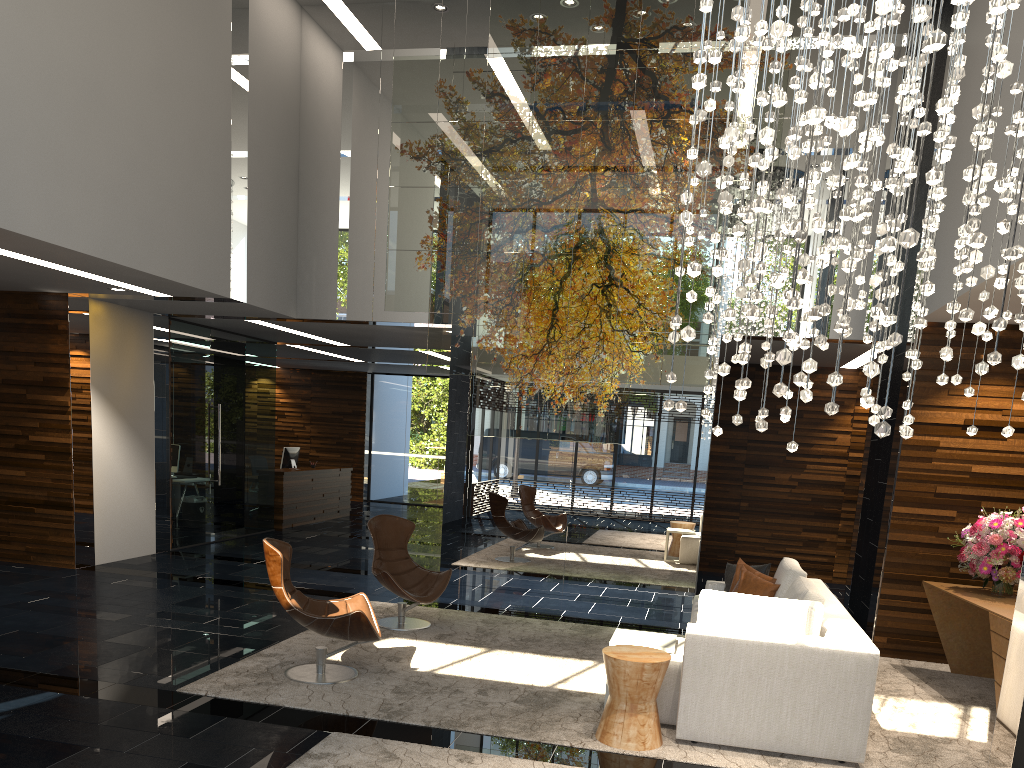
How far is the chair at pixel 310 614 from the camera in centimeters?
535cm

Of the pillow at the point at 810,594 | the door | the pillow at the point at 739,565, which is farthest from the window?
the pillow at the point at 810,594

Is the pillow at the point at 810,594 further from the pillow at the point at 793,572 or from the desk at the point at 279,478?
the desk at the point at 279,478

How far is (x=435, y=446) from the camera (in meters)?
19.07

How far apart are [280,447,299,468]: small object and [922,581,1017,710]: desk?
10.6m

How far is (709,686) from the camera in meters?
4.6 m

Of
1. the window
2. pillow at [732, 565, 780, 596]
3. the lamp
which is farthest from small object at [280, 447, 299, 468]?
the lamp

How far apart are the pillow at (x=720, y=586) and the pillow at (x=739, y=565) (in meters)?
0.34

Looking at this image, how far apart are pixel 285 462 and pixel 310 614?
9.7 meters

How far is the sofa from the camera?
4.5 meters
